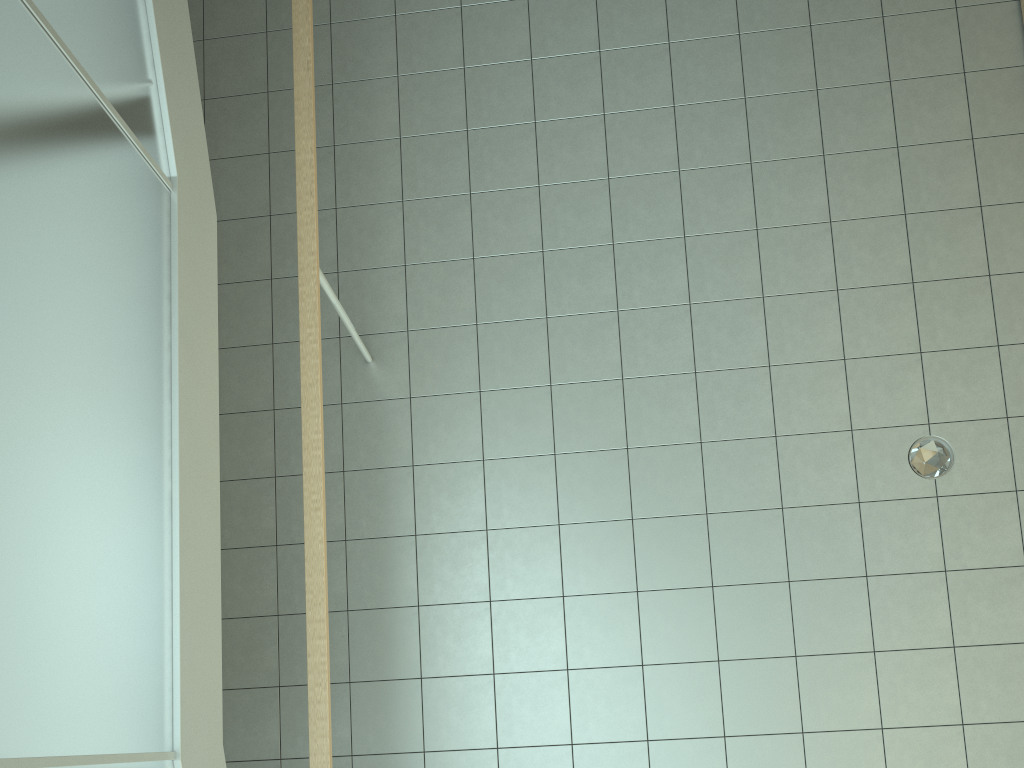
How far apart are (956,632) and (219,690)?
2.9 meters

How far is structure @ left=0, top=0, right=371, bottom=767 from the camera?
1.64m

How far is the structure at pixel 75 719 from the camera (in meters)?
1.64

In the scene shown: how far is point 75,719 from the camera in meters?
1.6
